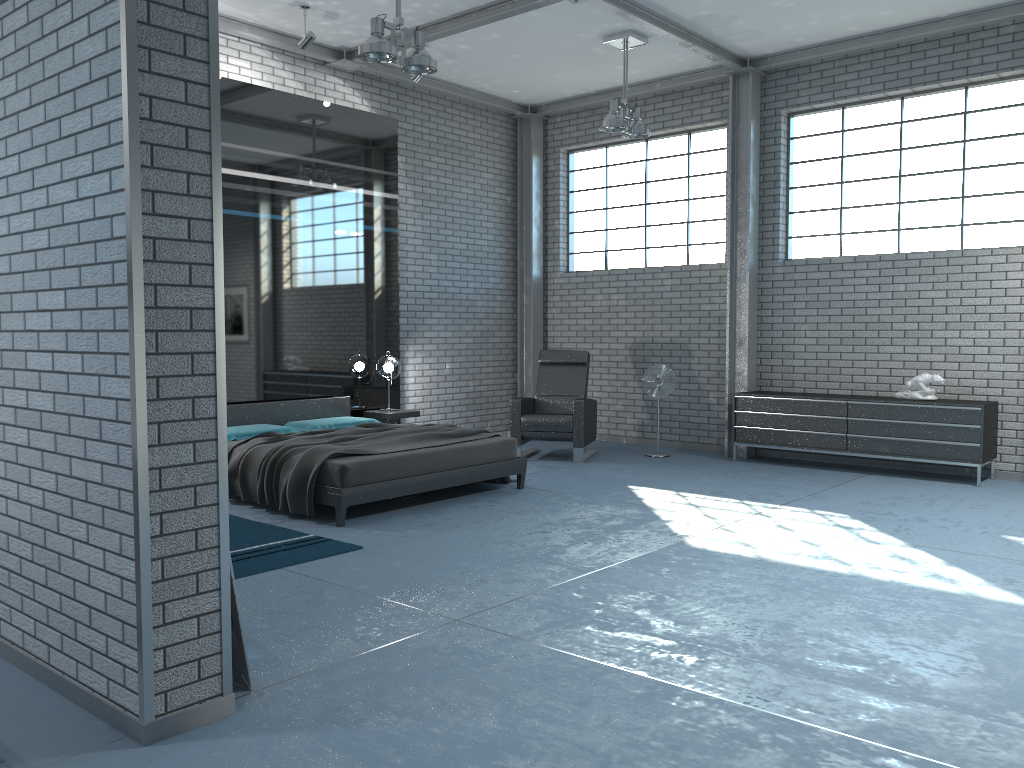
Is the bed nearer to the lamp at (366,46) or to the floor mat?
the floor mat

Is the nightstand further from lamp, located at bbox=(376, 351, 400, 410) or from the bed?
lamp, located at bbox=(376, 351, 400, 410)

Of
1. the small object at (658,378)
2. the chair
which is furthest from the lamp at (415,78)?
the small object at (658,378)

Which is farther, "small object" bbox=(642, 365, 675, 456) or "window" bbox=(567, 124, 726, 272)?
"window" bbox=(567, 124, 726, 272)

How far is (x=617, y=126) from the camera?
8.0 meters

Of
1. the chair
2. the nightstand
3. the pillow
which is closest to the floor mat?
the pillow

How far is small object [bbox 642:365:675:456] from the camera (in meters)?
9.06

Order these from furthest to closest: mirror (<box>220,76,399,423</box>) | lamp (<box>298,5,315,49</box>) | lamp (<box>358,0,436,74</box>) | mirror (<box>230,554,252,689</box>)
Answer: mirror (<box>220,76,399,423</box>), lamp (<box>298,5,315,49</box>), lamp (<box>358,0,436,74</box>), mirror (<box>230,554,252,689</box>)

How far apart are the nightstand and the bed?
0.25m

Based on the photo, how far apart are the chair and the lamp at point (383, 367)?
1.2m
